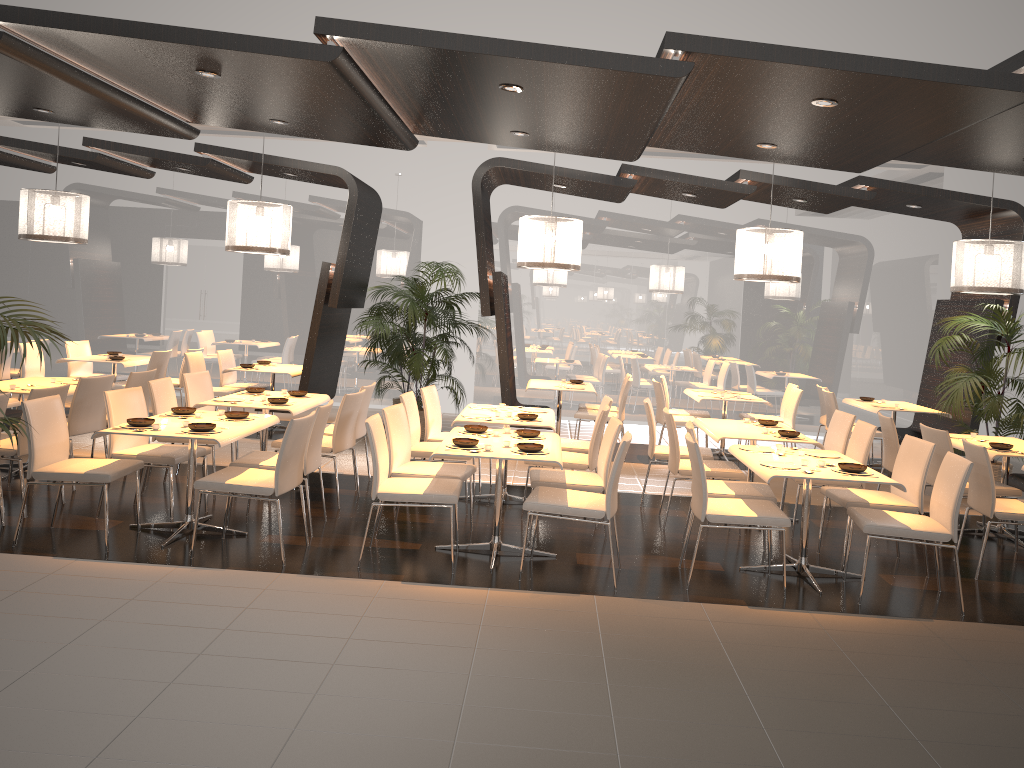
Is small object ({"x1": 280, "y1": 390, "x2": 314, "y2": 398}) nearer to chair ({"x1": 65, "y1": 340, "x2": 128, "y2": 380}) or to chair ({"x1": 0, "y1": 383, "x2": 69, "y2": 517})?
chair ({"x1": 0, "y1": 383, "x2": 69, "y2": 517})

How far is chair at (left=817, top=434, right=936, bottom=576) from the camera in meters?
5.8 m

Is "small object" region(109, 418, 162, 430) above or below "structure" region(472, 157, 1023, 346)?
below

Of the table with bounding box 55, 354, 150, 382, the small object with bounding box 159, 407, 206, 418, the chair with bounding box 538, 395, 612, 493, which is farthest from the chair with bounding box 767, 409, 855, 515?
the table with bounding box 55, 354, 150, 382

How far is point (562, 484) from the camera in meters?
5.9

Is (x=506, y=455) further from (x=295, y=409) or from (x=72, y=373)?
(x=72, y=373)

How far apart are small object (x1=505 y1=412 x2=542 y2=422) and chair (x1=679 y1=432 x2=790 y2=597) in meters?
1.7

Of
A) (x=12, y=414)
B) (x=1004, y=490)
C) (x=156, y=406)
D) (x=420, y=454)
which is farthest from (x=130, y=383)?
(x=1004, y=490)

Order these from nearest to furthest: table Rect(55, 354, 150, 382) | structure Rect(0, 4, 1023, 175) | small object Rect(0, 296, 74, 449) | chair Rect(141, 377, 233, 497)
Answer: small object Rect(0, 296, 74, 449)
structure Rect(0, 4, 1023, 175)
chair Rect(141, 377, 233, 497)
table Rect(55, 354, 150, 382)

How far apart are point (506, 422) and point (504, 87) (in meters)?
2.46
